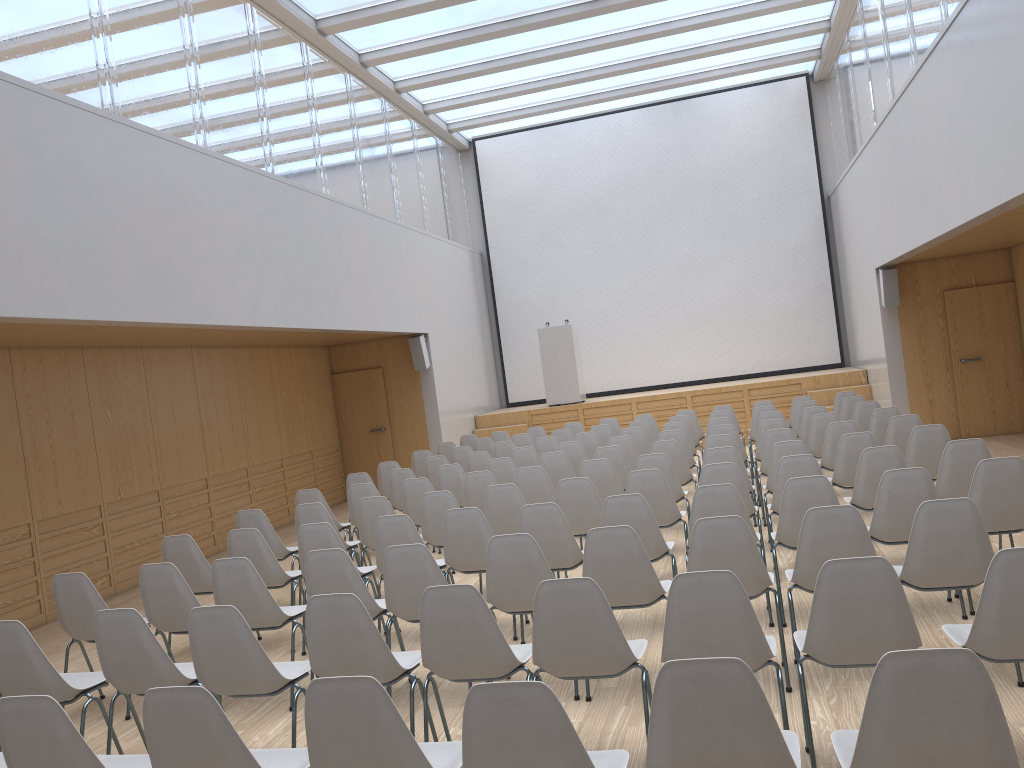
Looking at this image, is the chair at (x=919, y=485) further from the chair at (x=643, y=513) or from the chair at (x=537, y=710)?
the chair at (x=537, y=710)

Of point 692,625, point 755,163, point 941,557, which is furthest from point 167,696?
point 755,163

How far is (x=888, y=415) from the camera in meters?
8.7 m

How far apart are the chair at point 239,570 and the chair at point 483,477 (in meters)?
2.61

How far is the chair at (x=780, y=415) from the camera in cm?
992

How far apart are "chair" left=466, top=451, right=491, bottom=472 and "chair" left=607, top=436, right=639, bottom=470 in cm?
137

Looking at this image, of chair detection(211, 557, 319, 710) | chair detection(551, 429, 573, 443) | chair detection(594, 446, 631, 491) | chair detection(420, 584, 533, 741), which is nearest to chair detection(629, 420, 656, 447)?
chair detection(551, 429, 573, 443)

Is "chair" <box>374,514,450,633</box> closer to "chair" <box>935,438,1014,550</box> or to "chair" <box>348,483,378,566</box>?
"chair" <box>348,483,378,566</box>

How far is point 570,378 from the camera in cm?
1533

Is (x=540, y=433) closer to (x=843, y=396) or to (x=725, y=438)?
(x=843, y=396)
